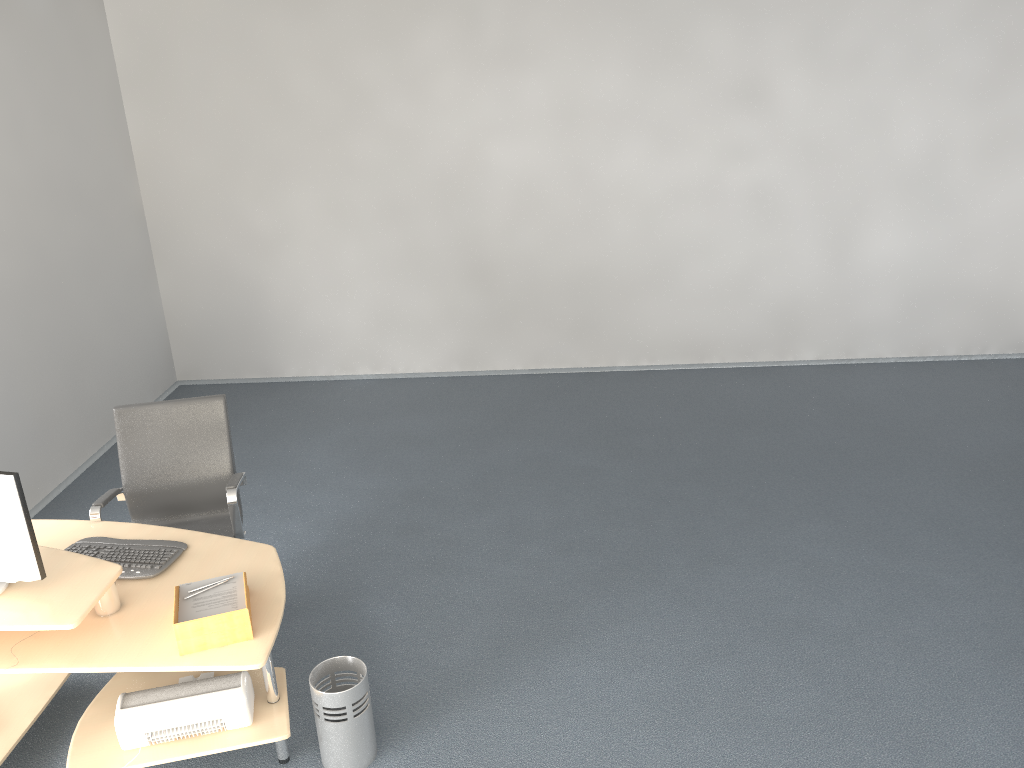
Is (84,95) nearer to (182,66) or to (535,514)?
(182,66)

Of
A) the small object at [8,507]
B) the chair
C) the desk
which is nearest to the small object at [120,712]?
the desk

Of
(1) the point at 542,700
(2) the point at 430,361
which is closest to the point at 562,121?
(2) the point at 430,361

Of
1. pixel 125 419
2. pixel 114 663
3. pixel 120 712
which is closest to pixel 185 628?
pixel 114 663

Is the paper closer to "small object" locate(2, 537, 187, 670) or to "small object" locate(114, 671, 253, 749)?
"small object" locate(2, 537, 187, 670)

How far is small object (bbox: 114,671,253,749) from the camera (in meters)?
2.98

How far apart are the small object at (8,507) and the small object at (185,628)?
0.5 meters

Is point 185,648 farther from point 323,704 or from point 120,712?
point 323,704

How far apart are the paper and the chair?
0.7 meters

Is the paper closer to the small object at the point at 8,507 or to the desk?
the desk
